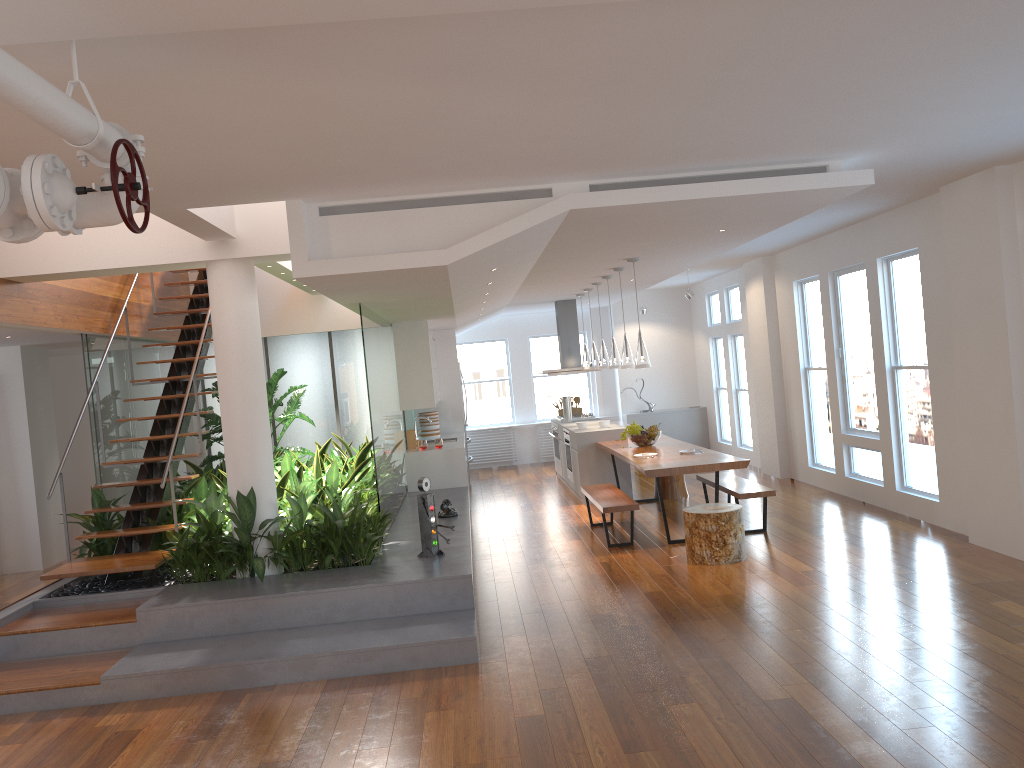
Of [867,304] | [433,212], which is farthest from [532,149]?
[867,304]

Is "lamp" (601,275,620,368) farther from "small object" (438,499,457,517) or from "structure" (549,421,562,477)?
"structure" (549,421,562,477)

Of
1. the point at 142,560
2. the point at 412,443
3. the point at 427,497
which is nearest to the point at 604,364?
the point at 412,443

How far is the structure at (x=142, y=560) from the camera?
6.26m

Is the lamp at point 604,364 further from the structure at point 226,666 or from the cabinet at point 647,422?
the cabinet at point 647,422

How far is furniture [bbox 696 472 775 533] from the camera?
7.6 meters

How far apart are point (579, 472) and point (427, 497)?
4.2 meters

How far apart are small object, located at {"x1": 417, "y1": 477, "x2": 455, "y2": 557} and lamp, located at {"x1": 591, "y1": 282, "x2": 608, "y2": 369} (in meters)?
4.28

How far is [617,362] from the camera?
9.38m

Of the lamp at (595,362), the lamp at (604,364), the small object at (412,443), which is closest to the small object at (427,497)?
the small object at (412,443)
